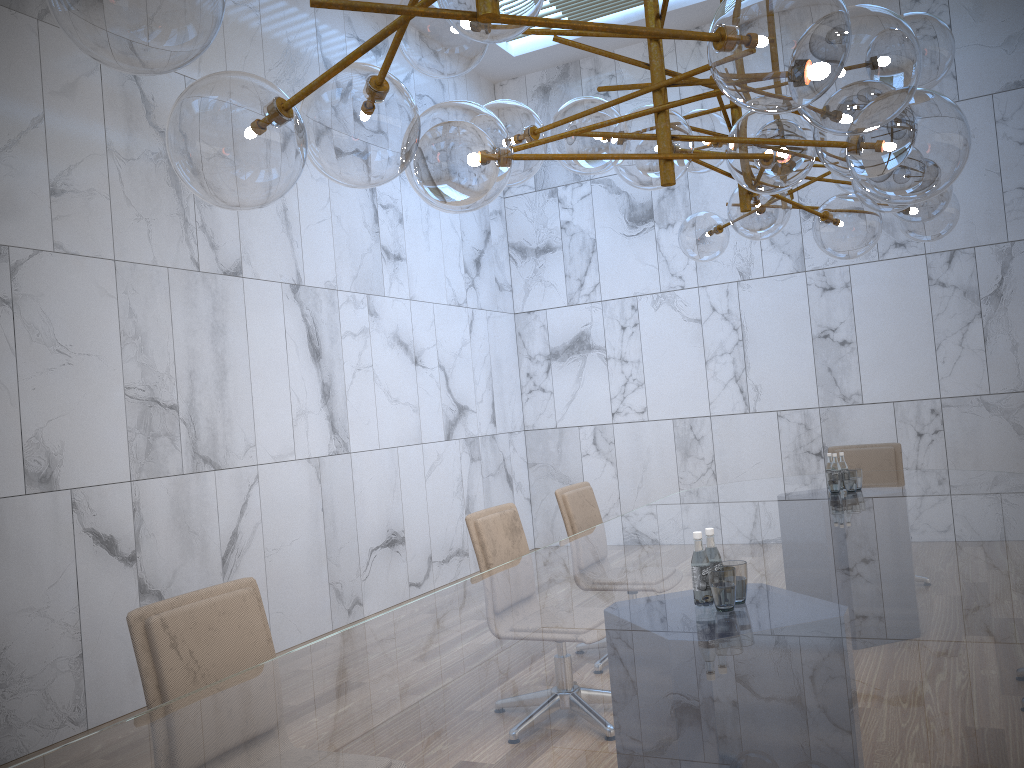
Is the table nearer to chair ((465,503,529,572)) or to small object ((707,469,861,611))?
small object ((707,469,861,611))

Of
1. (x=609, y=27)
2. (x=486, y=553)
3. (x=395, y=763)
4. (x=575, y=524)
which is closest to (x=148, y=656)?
(x=395, y=763)

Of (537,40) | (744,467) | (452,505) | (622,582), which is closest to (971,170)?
(744,467)

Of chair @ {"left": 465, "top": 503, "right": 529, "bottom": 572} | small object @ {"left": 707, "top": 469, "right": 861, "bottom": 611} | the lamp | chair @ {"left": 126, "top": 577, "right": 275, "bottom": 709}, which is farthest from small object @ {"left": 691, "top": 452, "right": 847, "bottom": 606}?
chair @ {"left": 465, "top": 503, "right": 529, "bottom": 572}

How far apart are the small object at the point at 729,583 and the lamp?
1.1m

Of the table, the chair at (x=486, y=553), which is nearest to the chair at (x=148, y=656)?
the table

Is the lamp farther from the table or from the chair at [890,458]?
the chair at [890,458]

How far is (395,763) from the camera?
1.58m

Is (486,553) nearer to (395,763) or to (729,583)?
(729,583)

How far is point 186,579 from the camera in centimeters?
525cm
